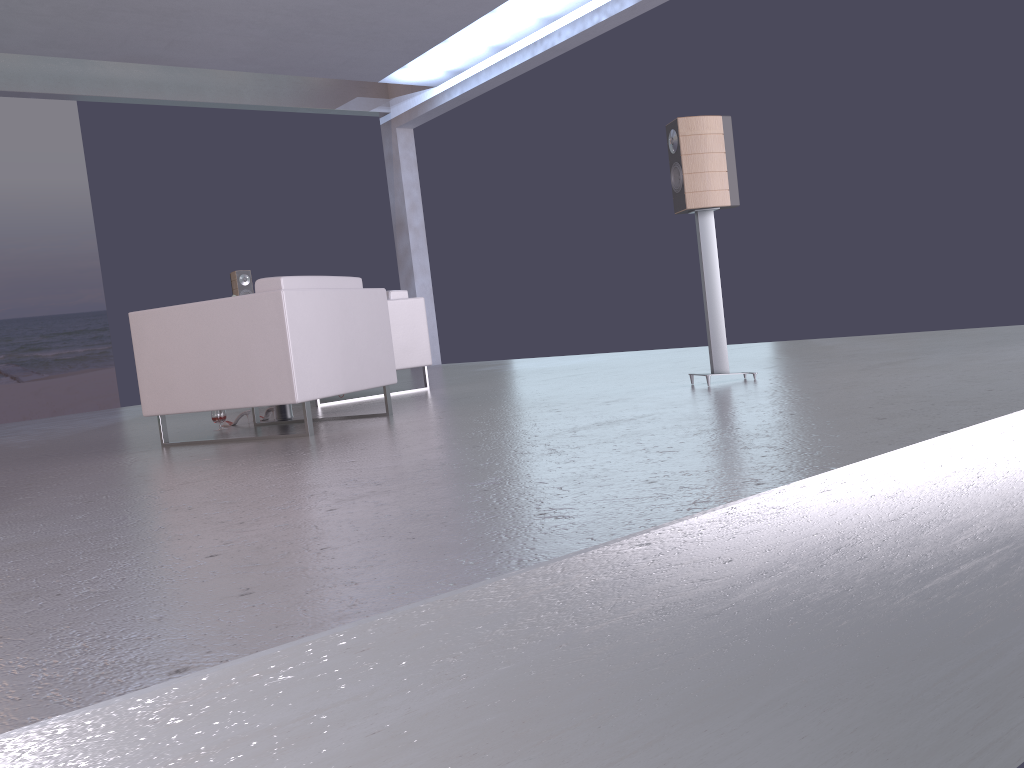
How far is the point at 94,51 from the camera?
9.0m

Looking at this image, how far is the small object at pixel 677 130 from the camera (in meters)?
4.47

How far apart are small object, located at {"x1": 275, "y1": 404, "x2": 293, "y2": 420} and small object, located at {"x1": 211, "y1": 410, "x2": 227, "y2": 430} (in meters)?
0.34

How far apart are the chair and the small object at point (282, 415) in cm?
19

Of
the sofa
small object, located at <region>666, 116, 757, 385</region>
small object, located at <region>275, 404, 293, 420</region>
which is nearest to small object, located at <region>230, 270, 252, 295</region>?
the sofa

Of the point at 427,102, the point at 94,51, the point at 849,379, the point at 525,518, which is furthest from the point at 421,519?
the point at 427,102

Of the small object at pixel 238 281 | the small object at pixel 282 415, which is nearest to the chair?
the small object at pixel 282 415

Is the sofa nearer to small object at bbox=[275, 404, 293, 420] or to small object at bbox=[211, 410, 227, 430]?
small object at bbox=[275, 404, 293, 420]

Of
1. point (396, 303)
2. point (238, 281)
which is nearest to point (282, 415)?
point (396, 303)

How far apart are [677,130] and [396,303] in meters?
3.0 m
